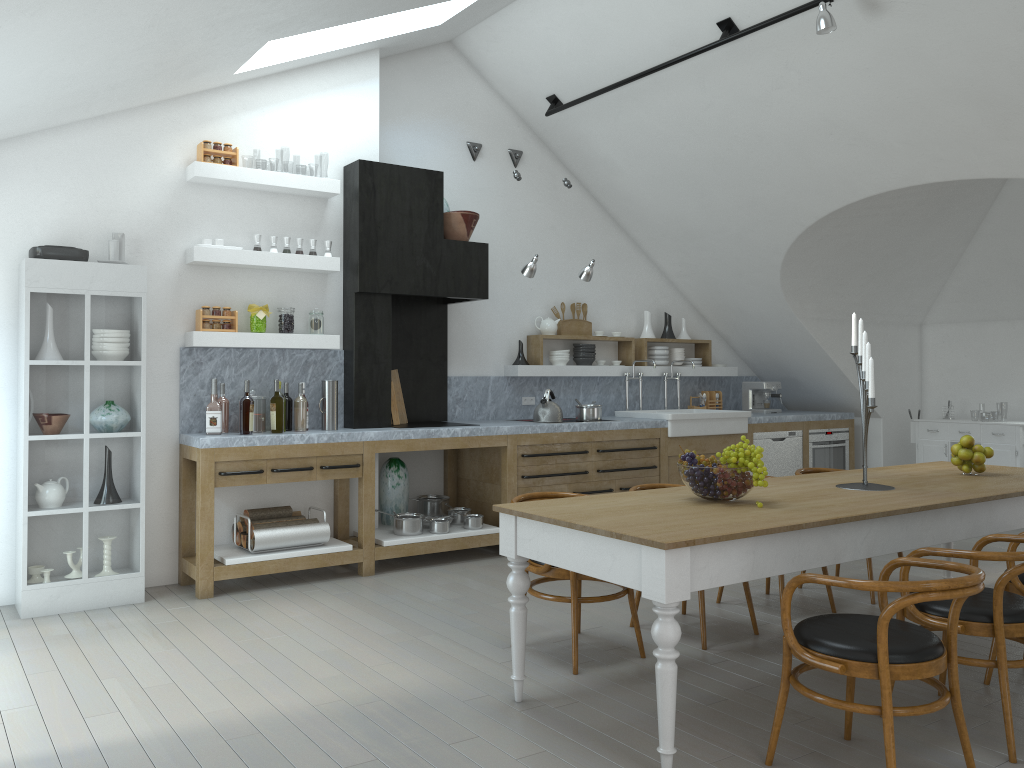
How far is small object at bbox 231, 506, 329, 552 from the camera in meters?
5.6

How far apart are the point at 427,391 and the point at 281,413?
1.66m

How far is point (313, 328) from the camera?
6.1m

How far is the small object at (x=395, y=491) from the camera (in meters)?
6.63

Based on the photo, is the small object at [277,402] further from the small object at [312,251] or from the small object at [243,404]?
the small object at [312,251]

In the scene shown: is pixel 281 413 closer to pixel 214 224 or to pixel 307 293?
pixel 307 293

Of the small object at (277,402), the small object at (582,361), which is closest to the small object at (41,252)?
the small object at (277,402)

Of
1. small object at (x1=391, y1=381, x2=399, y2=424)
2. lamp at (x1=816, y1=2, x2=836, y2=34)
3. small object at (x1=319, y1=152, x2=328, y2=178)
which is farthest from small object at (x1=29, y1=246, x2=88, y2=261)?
small object at (x1=319, y1=152, x2=328, y2=178)

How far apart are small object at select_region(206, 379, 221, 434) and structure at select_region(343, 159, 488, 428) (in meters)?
0.98

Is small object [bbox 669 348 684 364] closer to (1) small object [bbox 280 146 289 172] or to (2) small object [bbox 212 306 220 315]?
(2) small object [bbox 212 306 220 315]
